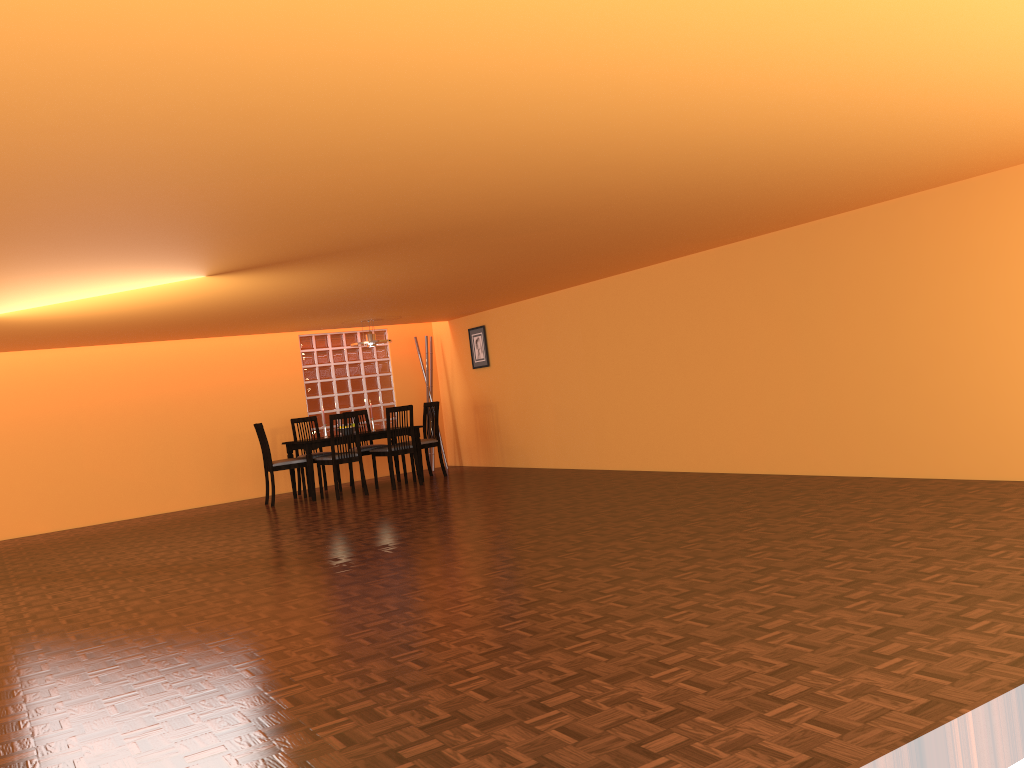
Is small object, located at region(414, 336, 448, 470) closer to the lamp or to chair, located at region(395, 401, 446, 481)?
chair, located at region(395, 401, 446, 481)

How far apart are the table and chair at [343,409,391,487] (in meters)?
0.50

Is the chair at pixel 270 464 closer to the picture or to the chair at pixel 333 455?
the chair at pixel 333 455

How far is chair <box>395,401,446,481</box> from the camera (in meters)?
9.26

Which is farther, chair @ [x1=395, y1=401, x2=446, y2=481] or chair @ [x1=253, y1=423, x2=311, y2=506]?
chair @ [x1=395, y1=401, x2=446, y2=481]

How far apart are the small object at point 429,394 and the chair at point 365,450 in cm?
134

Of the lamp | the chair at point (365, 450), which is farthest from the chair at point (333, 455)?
the lamp

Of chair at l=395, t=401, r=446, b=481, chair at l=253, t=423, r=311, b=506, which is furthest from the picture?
chair at l=253, t=423, r=311, b=506

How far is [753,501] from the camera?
5.3 meters

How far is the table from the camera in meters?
8.4
